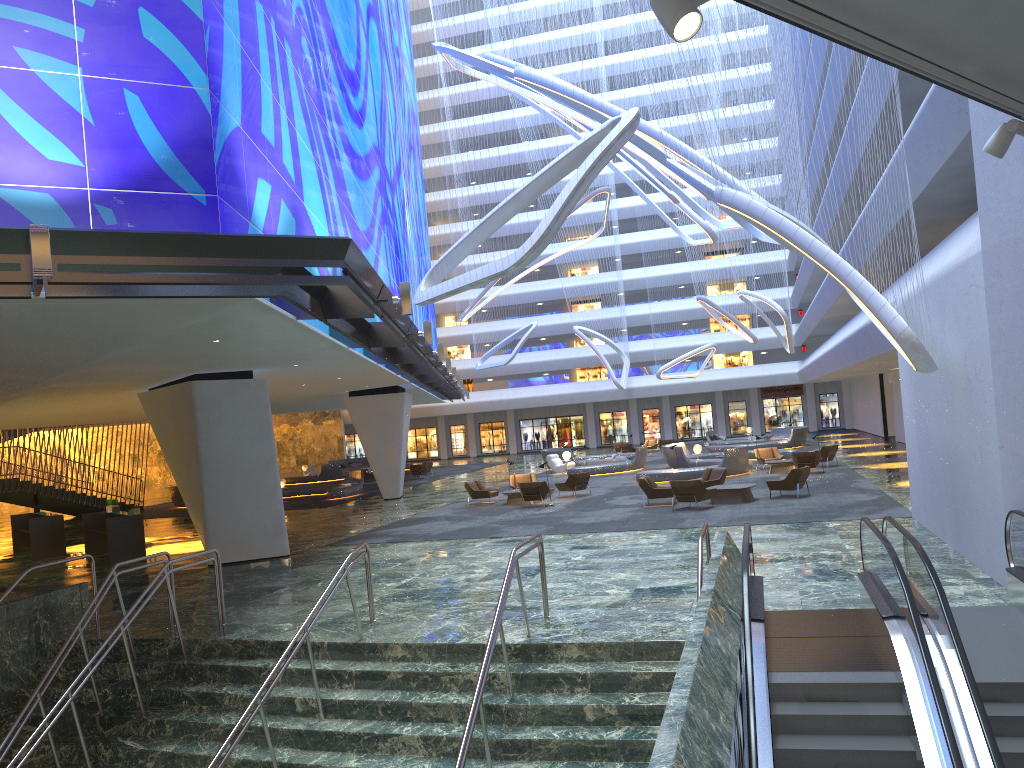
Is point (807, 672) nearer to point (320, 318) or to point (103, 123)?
point (320, 318)

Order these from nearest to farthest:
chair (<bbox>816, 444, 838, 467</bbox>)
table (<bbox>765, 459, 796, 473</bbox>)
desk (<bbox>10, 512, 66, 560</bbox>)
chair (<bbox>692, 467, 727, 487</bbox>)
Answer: desk (<bbox>10, 512, 66, 560</bbox>) → chair (<bbox>692, 467, 727, 487</bbox>) → table (<bbox>765, 459, 796, 473</bbox>) → chair (<bbox>816, 444, 838, 467</bbox>)

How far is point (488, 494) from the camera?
27.65m

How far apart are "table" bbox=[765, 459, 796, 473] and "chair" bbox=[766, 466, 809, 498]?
7.7m

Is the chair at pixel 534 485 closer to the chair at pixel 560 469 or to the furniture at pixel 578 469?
the furniture at pixel 578 469

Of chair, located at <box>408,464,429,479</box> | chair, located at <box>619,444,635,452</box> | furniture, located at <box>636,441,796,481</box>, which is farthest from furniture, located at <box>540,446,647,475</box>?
chair, located at <box>408,464,429,479</box>

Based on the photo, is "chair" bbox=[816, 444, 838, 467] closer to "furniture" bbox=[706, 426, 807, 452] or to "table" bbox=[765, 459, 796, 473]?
"table" bbox=[765, 459, 796, 473]

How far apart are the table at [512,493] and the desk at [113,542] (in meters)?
10.48

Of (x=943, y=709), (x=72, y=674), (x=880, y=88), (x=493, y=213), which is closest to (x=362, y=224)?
(x=493, y=213)

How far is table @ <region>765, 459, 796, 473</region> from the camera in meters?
30.2
